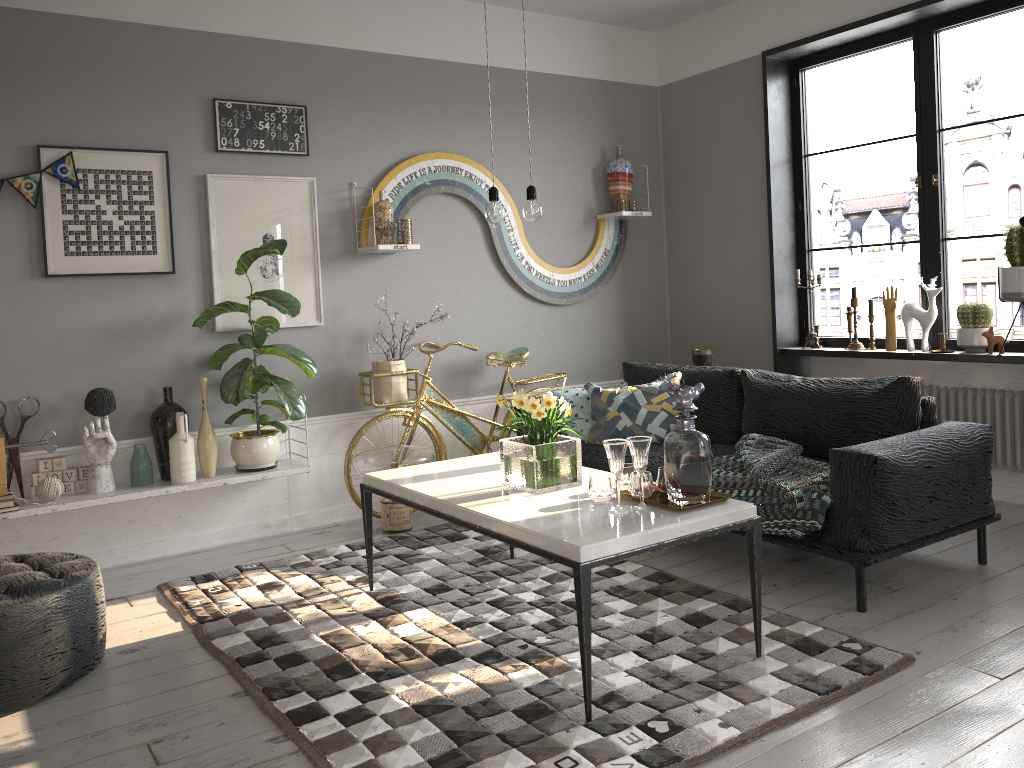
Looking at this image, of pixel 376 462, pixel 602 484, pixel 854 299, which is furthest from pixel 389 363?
pixel 854 299

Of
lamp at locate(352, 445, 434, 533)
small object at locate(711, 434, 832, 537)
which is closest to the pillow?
small object at locate(711, 434, 832, 537)

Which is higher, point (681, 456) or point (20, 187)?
point (20, 187)

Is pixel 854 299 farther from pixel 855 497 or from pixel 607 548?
pixel 607 548

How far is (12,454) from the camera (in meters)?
4.02

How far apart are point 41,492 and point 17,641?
1.3m

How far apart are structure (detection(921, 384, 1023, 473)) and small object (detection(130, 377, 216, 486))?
3.8m

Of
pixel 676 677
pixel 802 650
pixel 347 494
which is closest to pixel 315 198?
pixel 347 494

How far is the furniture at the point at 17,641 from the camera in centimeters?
274cm

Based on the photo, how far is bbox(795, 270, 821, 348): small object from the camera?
5.34m
